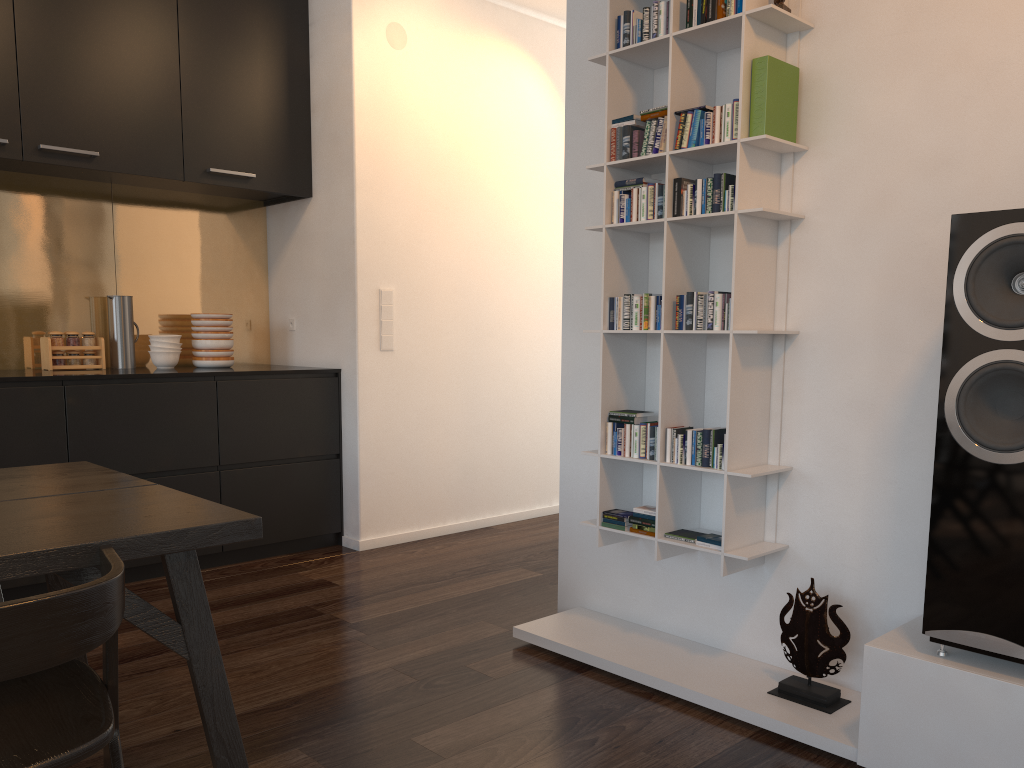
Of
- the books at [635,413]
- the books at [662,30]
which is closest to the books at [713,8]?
the books at [662,30]

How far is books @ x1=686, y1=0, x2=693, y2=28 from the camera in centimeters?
256cm

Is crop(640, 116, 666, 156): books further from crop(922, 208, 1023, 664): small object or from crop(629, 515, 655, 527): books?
crop(629, 515, 655, 527): books

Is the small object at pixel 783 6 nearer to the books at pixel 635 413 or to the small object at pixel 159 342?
the books at pixel 635 413

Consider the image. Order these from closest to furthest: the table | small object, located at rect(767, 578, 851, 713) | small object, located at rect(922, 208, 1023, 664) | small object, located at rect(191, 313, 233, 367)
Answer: the table
small object, located at rect(922, 208, 1023, 664)
small object, located at rect(767, 578, 851, 713)
small object, located at rect(191, 313, 233, 367)

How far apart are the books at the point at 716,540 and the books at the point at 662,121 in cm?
116

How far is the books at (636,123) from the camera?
2.7m

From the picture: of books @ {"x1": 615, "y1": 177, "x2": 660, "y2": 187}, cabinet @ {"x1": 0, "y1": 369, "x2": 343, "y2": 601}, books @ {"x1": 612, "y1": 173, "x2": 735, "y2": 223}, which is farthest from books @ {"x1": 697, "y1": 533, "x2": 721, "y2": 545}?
cabinet @ {"x1": 0, "y1": 369, "x2": 343, "y2": 601}

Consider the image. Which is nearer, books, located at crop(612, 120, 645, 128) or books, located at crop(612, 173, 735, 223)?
books, located at crop(612, 173, 735, 223)

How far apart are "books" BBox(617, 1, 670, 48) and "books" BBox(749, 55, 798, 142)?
0.3m
